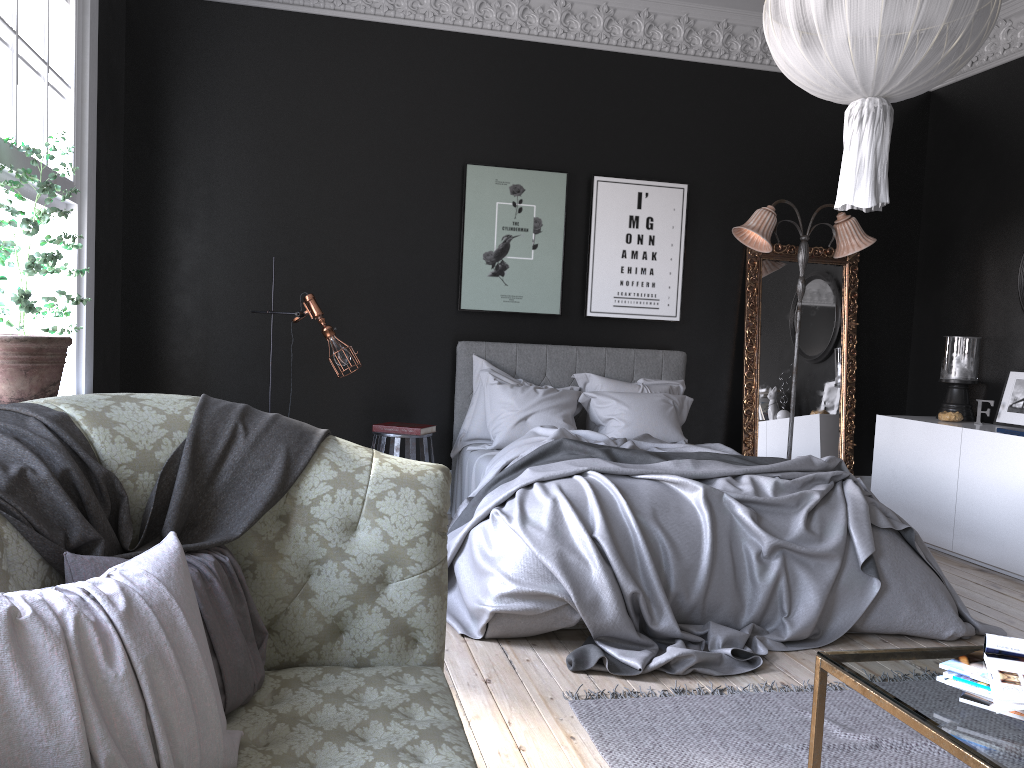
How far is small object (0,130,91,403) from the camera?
3.3m

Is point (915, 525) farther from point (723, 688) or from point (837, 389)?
point (723, 688)

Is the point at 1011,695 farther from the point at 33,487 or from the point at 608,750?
the point at 33,487

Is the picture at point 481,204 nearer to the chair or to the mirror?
the chair

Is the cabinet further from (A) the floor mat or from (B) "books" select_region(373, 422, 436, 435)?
(B) "books" select_region(373, 422, 436, 435)

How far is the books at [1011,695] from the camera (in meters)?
1.81

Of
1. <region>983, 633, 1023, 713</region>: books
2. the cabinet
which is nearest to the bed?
the cabinet

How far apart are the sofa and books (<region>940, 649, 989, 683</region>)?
1.08m

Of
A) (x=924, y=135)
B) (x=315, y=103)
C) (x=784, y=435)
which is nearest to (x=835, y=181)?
(x=924, y=135)

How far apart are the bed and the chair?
0.3 meters
